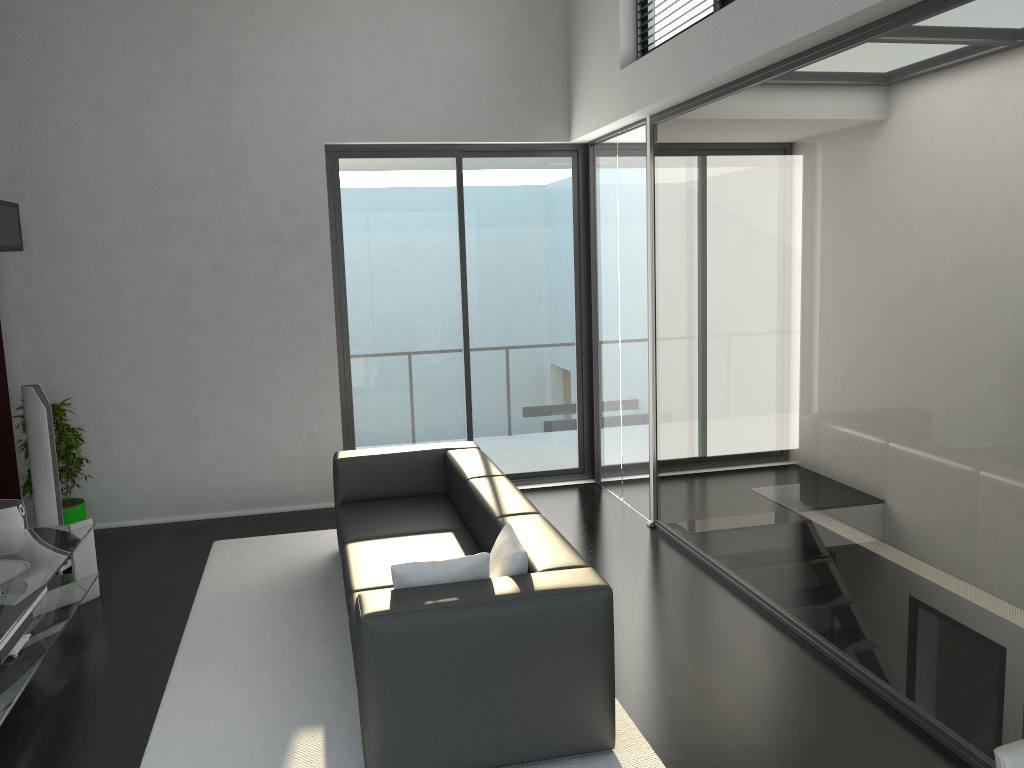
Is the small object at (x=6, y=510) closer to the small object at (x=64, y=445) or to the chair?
the small object at (x=64, y=445)

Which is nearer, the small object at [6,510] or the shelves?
the small object at [6,510]

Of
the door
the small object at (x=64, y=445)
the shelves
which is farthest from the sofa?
the shelves

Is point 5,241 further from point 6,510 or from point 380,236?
point 380,236

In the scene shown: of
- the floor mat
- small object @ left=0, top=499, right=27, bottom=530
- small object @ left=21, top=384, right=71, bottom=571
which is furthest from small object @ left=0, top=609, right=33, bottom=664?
small object @ left=21, top=384, right=71, bottom=571

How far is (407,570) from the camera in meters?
3.3

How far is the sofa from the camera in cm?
305

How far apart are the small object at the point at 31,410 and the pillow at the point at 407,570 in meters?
3.2 m

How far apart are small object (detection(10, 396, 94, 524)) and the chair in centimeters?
565cm

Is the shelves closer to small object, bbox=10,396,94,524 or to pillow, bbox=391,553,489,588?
small object, bbox=10,396,94,524
